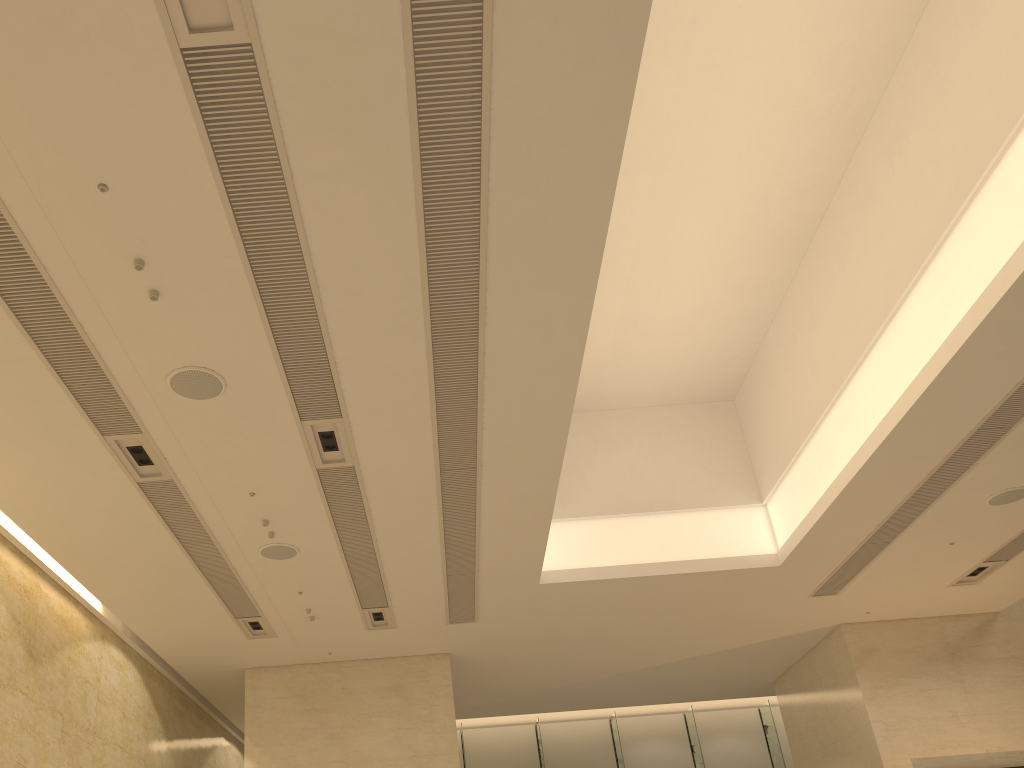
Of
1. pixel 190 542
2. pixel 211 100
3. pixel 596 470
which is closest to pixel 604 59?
pixel 211 100
